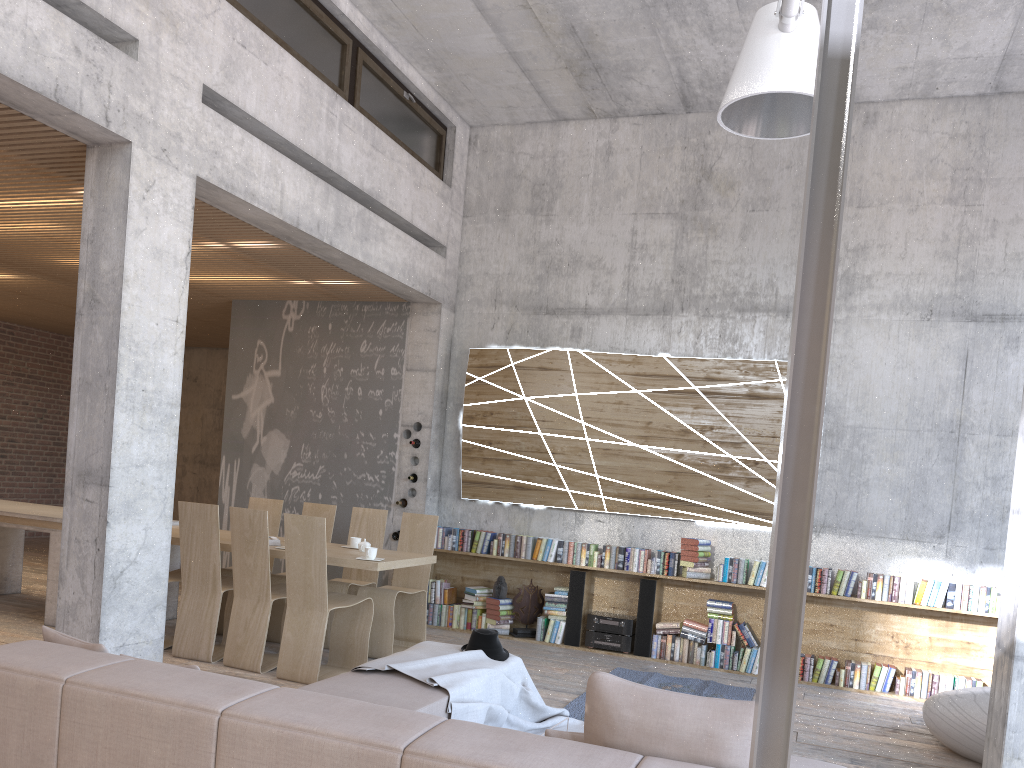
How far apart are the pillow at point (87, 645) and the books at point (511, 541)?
5.5m

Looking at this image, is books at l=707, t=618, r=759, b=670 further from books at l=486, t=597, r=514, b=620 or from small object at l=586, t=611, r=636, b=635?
books at l=486, t=597, r=514, b=620

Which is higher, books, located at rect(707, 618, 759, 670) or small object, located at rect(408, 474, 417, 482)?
small object, located at rect(408, 474, 417, 482)

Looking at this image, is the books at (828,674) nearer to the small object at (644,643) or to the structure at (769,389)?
the structure at (769,389)

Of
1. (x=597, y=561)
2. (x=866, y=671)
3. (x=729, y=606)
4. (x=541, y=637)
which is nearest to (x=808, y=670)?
(x=866, y=671)

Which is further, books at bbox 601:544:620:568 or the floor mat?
books at bbox 601:544:620:568

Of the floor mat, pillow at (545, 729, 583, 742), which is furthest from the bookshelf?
pillow at (545, 729, 583, 742)

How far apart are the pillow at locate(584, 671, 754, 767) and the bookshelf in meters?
5.4 m

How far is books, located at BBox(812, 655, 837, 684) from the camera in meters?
7.4 m

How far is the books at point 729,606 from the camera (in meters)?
7.70
